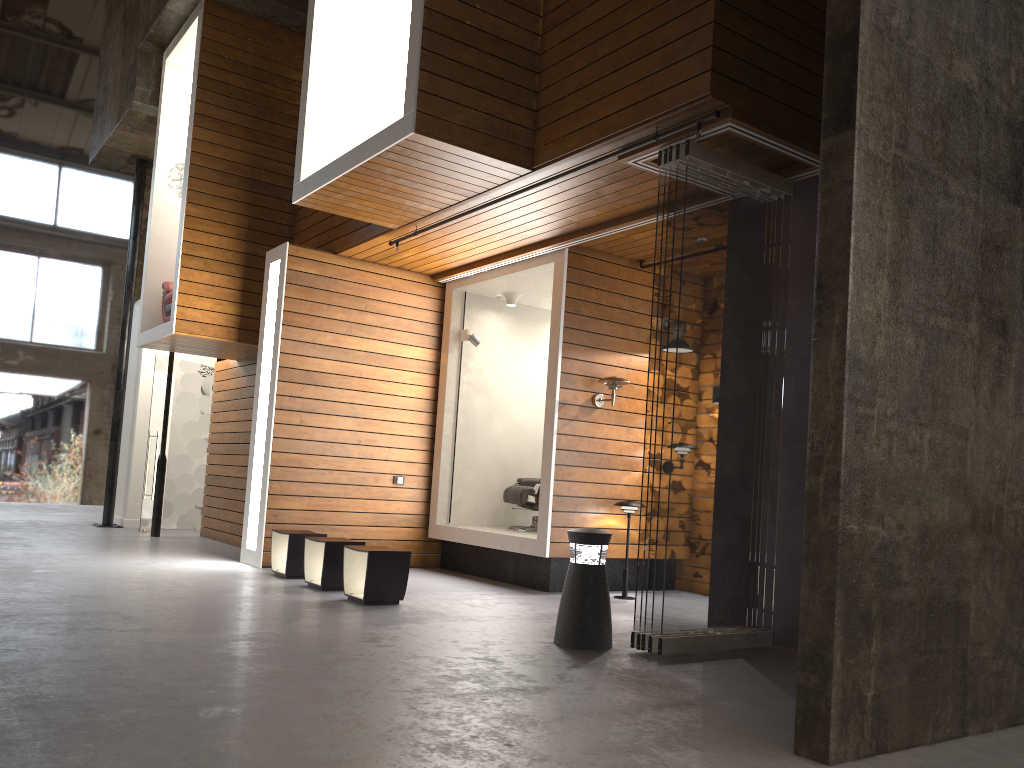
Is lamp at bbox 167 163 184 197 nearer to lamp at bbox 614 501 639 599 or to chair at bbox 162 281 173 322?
chair at bbox 162 281 173 322

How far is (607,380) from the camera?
7.66m

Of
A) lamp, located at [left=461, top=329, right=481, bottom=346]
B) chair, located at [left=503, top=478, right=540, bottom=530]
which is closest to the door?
lamp, located at [left=461, top=329, right=481, bottom=346]

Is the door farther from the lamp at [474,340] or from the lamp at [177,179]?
the lamp at [474,340]

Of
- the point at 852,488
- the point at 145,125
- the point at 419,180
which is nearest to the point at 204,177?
the point at 145,125

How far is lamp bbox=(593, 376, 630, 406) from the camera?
7.7m

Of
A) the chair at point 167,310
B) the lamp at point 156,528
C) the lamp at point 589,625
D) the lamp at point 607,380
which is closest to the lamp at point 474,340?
the lamp at point 607,380

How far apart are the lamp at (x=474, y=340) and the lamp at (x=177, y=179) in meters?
3.6

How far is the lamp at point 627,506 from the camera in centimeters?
762cm

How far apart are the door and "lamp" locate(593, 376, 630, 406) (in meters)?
6.44
